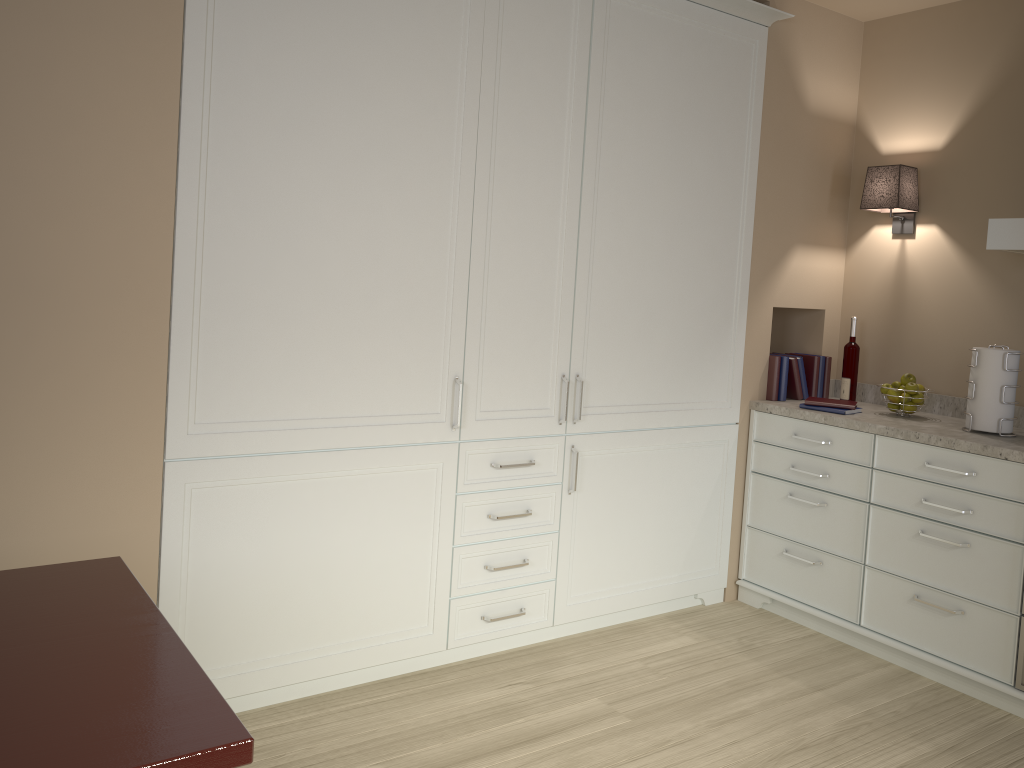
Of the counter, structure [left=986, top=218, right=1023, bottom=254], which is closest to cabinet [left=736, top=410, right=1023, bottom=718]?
the counter

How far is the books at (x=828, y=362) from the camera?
3.8 meters

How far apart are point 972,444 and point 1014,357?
0.4m

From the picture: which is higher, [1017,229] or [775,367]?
[1017,229]

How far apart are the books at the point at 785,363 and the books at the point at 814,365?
0.2 meters

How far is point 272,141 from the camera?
2.3m

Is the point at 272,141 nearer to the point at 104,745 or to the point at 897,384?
the point at 104,745

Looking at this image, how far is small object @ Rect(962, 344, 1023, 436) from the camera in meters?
3.0 m

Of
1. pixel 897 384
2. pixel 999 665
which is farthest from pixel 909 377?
pixel 999 665

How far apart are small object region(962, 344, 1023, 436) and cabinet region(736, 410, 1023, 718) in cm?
20
